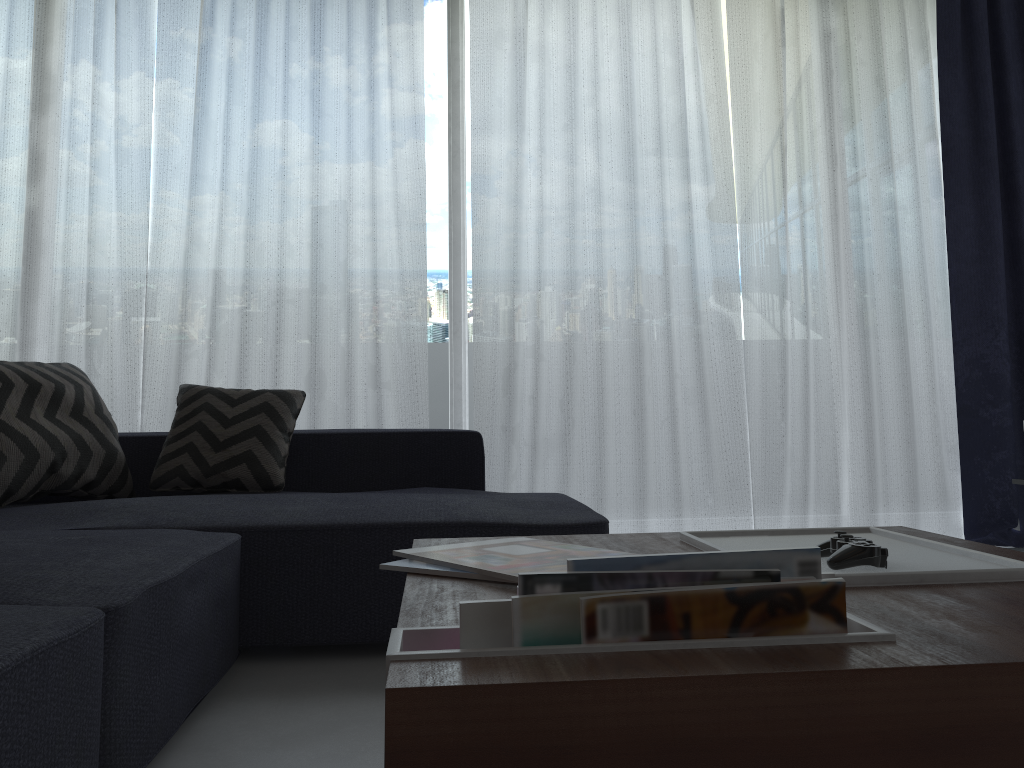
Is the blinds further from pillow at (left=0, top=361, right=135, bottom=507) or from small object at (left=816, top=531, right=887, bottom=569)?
small object at (left=816, top=531, right=887, bottom=569)

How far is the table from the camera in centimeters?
62cm

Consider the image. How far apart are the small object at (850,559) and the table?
0.0 meters

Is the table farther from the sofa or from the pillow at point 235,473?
the pillow at point 235,473

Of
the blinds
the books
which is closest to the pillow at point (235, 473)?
the blinds

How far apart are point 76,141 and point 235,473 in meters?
1.7 m

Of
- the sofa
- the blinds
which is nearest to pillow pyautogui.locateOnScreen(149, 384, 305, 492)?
the sofa

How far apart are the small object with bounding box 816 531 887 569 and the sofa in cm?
88

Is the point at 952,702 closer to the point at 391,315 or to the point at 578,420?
the point at 578,420

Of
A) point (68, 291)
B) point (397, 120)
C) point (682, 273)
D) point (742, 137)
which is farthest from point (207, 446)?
point (742, 137)
